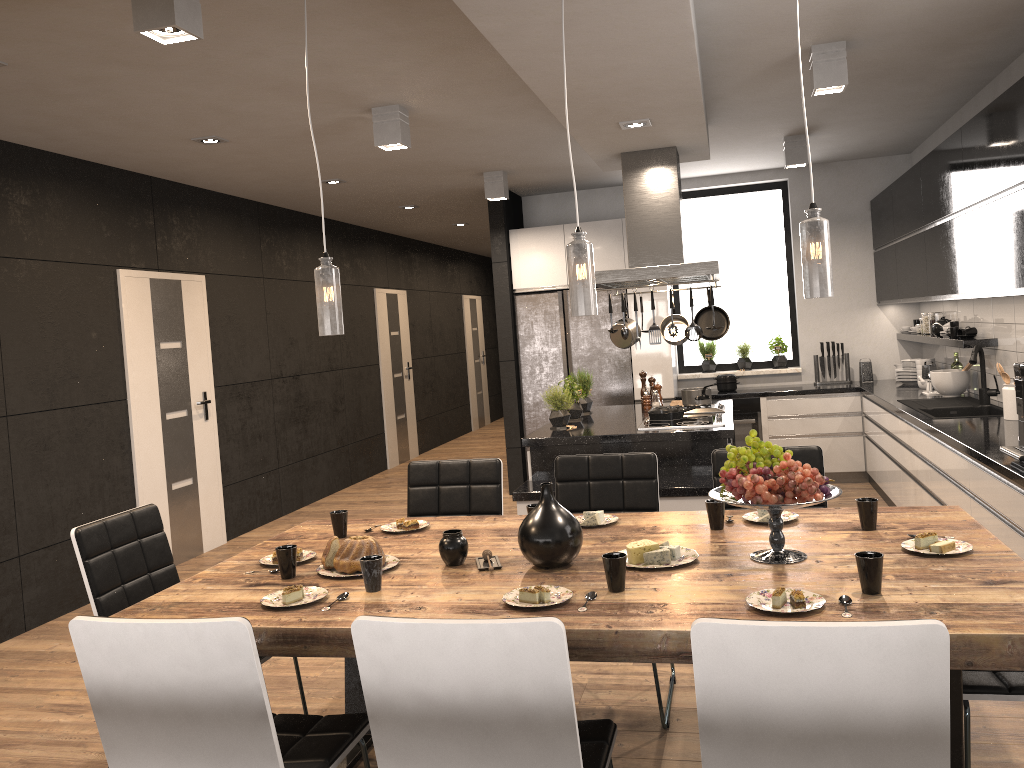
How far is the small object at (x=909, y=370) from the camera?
7.11m

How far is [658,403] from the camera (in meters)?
6.43

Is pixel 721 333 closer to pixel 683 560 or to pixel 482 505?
pixel 482 505

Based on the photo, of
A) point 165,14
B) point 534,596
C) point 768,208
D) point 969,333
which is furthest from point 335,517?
point 768,208

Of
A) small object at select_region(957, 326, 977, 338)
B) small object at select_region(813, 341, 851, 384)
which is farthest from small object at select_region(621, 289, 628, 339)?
small object at select_region(813, 341, 851, 384)

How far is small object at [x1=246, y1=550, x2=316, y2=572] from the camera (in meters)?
2.93

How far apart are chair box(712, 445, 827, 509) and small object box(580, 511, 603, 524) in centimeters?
66cm

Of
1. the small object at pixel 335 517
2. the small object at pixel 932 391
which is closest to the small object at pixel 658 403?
the small object at pixel 932 391

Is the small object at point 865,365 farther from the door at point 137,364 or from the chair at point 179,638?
the chair at point 179,638

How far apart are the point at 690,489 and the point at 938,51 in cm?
258
